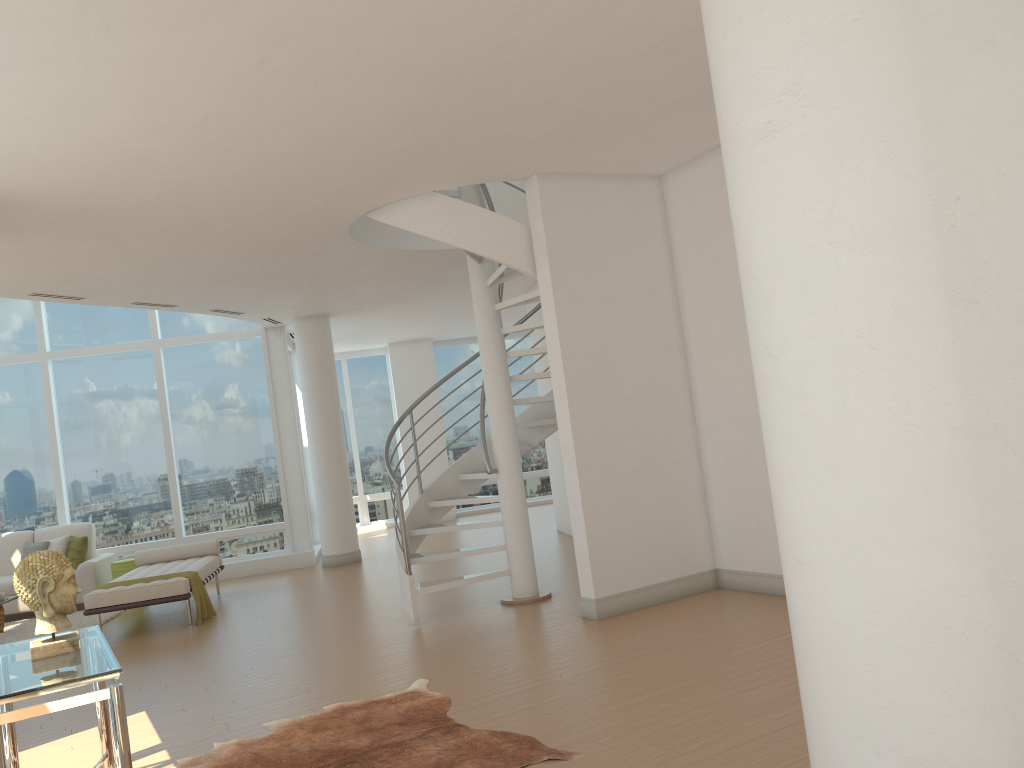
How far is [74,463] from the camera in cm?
1213

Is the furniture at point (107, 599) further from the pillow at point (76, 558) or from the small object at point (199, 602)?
the pillow at point (76, 558)

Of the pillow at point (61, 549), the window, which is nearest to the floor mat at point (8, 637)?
the pillow at point (61, 549)

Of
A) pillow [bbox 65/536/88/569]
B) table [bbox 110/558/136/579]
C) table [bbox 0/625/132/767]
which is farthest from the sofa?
table [bbox 0/625/132/767]

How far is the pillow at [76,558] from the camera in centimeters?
1100cm

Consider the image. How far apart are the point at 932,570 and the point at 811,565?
0.39m

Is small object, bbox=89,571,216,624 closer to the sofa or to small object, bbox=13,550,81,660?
the sofa

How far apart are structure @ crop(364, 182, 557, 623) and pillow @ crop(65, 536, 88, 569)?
5.32m

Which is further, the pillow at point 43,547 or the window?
the window

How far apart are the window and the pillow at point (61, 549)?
0.9 meters
